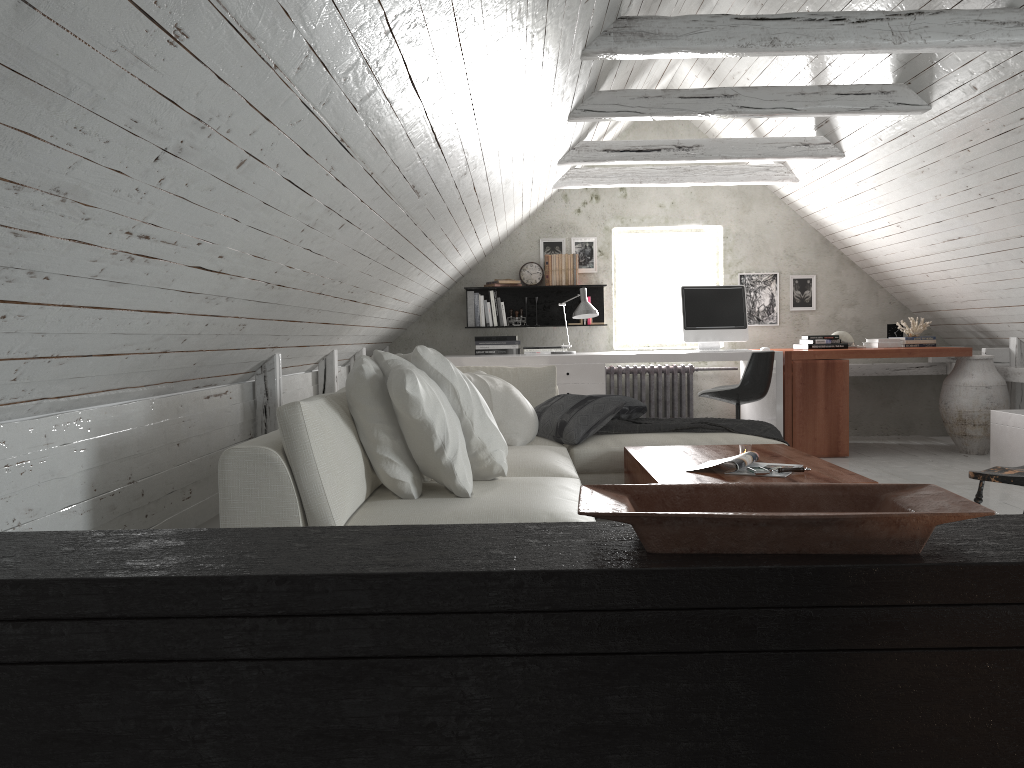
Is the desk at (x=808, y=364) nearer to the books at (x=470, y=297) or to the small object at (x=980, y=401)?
the small object at (x=980, y=401)

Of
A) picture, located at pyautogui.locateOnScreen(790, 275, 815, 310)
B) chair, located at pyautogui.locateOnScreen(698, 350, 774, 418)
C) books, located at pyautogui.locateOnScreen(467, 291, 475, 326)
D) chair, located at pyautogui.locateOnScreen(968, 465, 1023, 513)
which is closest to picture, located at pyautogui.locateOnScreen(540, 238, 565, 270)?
books, located at pyautogui.locateOnScreen(467, 291, 475, 326)

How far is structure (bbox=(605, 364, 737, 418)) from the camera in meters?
7.2 m

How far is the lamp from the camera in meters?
6.3

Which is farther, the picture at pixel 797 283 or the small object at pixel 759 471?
the picture at pixel 797 283

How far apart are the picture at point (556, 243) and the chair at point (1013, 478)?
4.9m

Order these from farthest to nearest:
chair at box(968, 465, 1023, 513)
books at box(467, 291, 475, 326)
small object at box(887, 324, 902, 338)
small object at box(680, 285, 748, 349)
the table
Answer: books at box(467, 291, 475, 326) → small object at box(887, 324, 902, 338) → small object at box(680, 285, 748, 349) → the table → chair at box(968, 465, 1023, 513)

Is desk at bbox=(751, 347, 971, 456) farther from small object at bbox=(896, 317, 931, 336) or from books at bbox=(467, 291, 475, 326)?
books at bbox=(467, 291, 475, 326)

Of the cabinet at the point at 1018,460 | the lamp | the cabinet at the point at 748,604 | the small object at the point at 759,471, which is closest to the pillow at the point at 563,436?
the small object at the point at 759,471

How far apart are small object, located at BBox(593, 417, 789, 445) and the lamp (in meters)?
1.77
